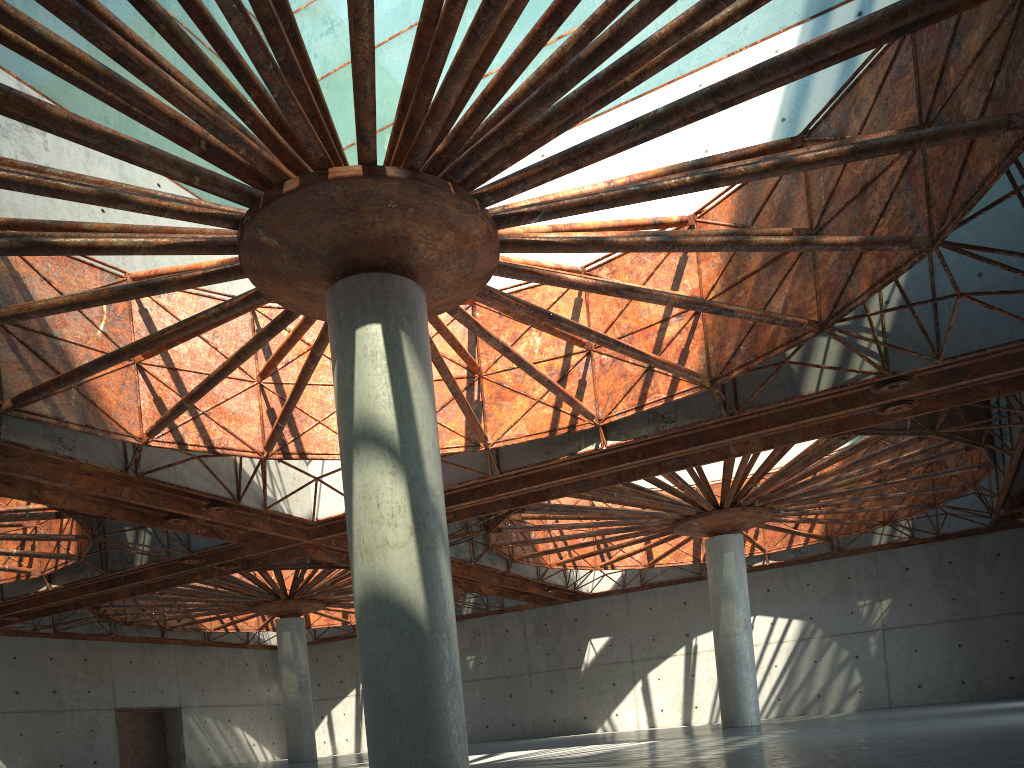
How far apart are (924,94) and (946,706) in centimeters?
3342cm

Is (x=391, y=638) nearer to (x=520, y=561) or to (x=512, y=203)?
(x=512, y=203)
